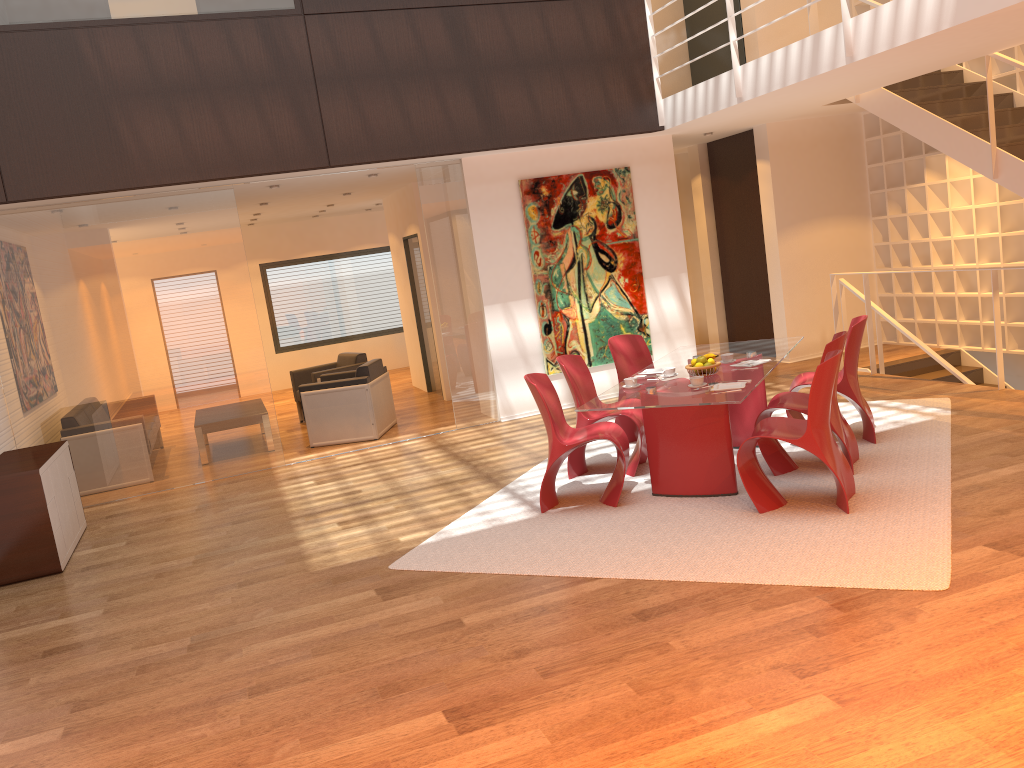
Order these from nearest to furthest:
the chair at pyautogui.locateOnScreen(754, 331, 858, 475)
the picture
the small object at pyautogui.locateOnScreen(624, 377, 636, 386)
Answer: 1. the chair at pyautogui.locateOnScreen(754, 331, 858, 475)
2. the small object at pyautogui.locateOnScreen(624, 377, 636, 386)
3. the picture

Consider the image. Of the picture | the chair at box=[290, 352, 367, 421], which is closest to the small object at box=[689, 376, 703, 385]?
the picture

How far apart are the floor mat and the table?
0.1 meters

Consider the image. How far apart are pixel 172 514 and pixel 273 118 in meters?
3.5

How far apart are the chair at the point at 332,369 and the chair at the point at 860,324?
5.5m

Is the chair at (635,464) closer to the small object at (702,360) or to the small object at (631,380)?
the small object at (631,380)

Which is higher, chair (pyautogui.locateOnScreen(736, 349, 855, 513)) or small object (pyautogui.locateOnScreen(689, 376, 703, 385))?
small object (pyautogui.locateOnScreen(689, 376, 703, 385))

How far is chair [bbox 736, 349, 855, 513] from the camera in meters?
4.9 m

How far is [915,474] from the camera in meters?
5.5 m

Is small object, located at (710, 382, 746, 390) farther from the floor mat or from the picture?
the picture
